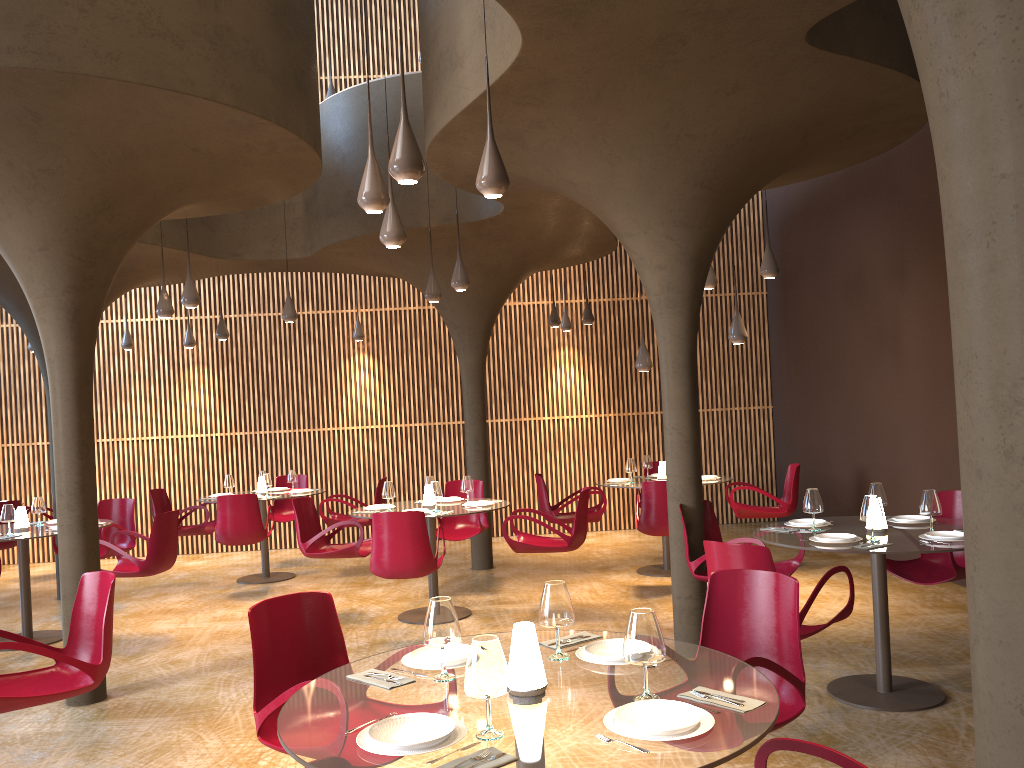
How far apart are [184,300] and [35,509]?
2.7 meters

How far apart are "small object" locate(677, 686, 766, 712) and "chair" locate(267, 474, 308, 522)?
10.8 meters

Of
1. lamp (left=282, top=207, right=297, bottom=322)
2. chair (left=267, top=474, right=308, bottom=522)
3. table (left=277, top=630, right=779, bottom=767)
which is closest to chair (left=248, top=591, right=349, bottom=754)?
table (left=277, top=630, right=779, bottom=767)

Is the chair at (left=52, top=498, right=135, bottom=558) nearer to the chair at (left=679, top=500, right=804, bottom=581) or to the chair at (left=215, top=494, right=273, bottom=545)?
the chair at (left=215, top=494, right=273, bottom=545)

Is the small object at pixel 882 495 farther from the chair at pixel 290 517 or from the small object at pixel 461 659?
the chair at pixel 290 517

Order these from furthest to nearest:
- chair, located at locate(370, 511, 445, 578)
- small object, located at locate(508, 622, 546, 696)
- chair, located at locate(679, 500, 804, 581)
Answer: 1. chair, located at locate(370, 511, 445, 578)
2. chair, located at locate(679, 500, 804, 581)
3. small object, located at locate(508, 622, 546, 696)

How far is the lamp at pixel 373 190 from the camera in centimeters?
525cm

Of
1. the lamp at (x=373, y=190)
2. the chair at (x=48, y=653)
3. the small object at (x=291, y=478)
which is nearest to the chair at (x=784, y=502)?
the small object at (x=291, y=478)

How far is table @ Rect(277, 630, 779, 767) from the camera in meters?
2.5

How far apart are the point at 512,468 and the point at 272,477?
3.93m
